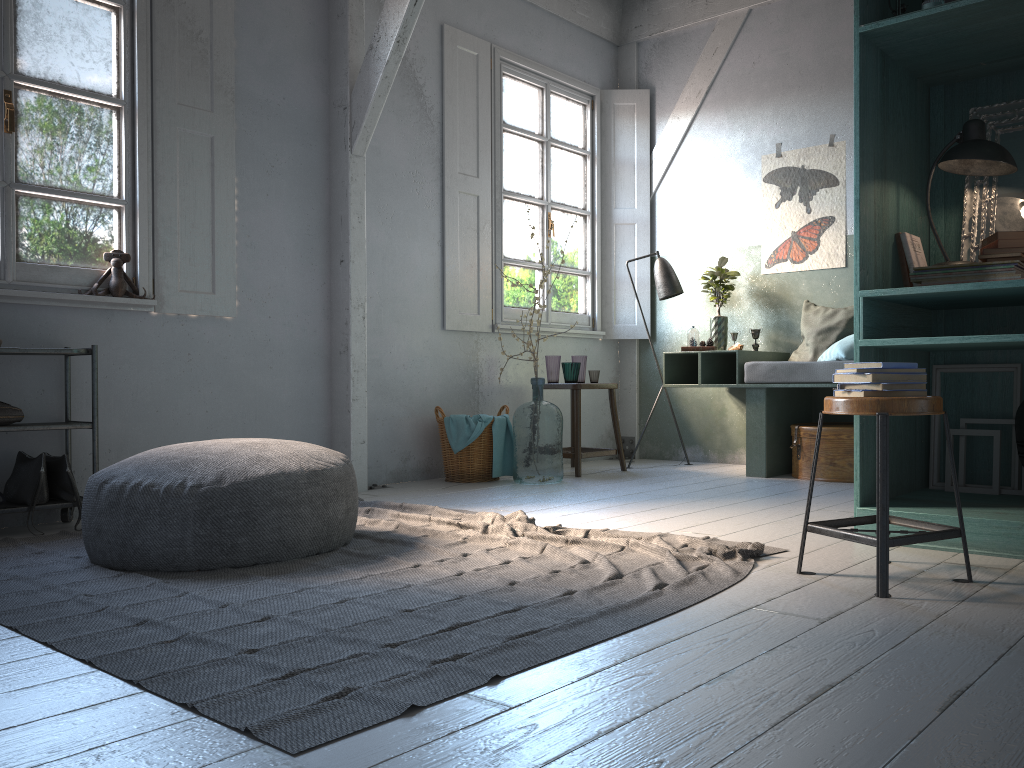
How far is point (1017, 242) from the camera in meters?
3.5 m

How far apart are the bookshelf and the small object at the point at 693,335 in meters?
2.5 m

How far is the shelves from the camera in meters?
4.3 m

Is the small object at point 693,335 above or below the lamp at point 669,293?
below

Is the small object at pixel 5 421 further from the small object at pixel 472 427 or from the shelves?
the small object at pixel 472 427

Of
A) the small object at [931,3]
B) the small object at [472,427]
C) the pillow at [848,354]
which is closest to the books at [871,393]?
the small object at [931,3]

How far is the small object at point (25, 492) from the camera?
4.4m

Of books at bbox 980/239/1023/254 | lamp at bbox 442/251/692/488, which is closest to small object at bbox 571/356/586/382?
lamp at bbox 442/251/692/488

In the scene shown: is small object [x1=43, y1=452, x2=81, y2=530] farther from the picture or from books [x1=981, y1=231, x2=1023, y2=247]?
the picture

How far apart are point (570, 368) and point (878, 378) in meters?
3.9 m
